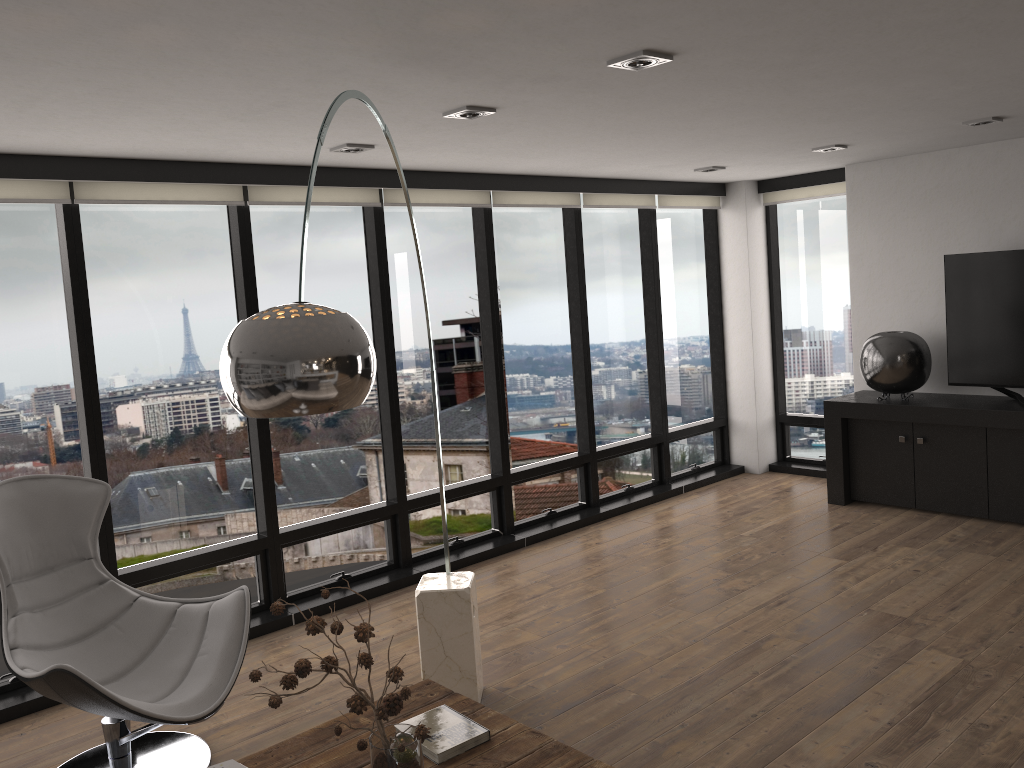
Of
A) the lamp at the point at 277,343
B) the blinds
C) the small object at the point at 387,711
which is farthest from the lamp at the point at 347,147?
the small object at the point at 387,711

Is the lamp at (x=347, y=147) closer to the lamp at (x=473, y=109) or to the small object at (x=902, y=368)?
the lamp at (x=473, y=109)

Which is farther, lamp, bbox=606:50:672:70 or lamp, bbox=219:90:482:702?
lamp, bbox=606:50:672:70

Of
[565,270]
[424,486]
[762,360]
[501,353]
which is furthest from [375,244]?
[762,360]

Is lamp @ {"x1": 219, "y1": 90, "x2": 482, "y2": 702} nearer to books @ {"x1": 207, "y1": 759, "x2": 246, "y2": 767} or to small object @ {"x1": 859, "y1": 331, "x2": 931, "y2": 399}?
books @ {"x1": 207, "y1": 759, "x2": 246, "y2": 767}

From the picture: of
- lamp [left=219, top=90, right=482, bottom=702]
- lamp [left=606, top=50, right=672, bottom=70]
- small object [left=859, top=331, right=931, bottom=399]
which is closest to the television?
small object [left=859, top=331, right=931, bottom=399]

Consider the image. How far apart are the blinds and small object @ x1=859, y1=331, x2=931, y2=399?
1.4m

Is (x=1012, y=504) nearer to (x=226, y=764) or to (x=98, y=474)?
(x=226, y=764)

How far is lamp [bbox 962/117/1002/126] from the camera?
4.8 meters

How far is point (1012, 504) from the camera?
5.55m
